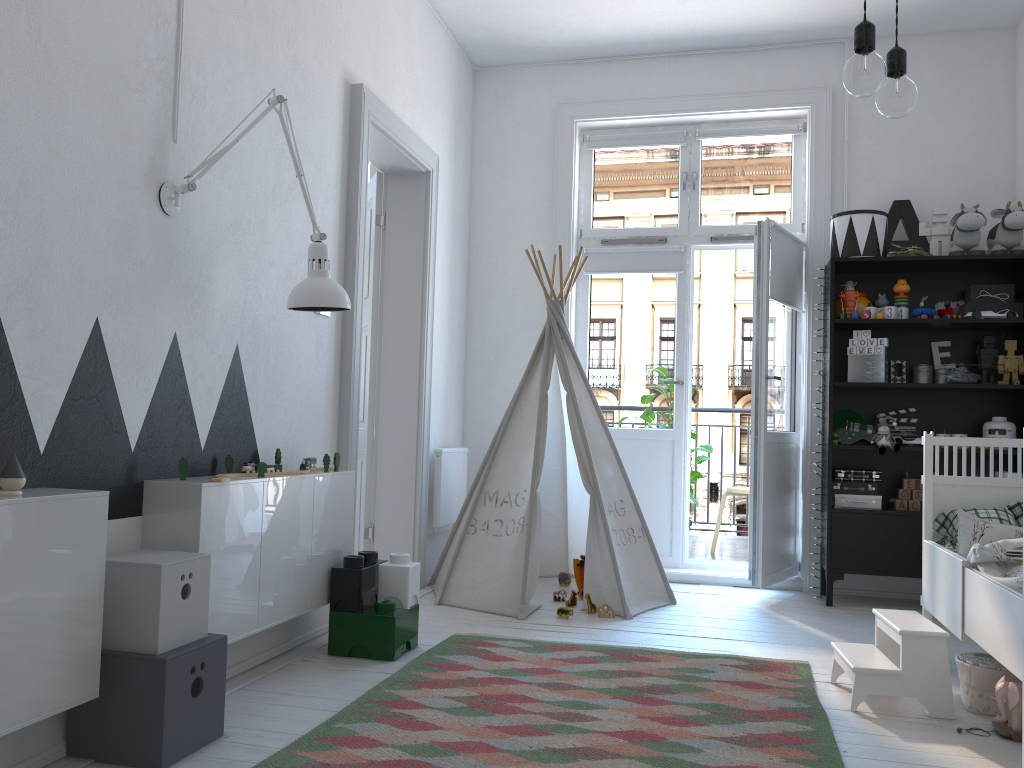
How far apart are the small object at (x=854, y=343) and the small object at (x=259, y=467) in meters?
3.0 m

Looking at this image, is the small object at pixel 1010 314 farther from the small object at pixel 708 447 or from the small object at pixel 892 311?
the small object at pixel 708 447

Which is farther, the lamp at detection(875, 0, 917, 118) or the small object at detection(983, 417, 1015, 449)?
the small object at detection(983, 417, 1015, 449)

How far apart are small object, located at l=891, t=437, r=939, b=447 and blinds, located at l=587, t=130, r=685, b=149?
2.0m

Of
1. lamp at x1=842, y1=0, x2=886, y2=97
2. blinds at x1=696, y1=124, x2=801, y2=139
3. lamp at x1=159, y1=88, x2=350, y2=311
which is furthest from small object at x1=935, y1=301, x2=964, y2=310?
lamp at x1=842, y1=0, x2=886, y2=97

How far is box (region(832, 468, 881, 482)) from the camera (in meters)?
4.30

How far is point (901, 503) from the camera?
4.23m

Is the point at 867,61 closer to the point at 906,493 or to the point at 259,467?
the point at 259,467

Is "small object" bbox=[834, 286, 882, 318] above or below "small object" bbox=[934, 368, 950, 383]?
above

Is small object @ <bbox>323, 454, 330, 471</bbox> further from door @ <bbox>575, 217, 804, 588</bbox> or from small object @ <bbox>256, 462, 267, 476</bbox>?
door @ <bbox>575, 217, 804, 588</bbox>
